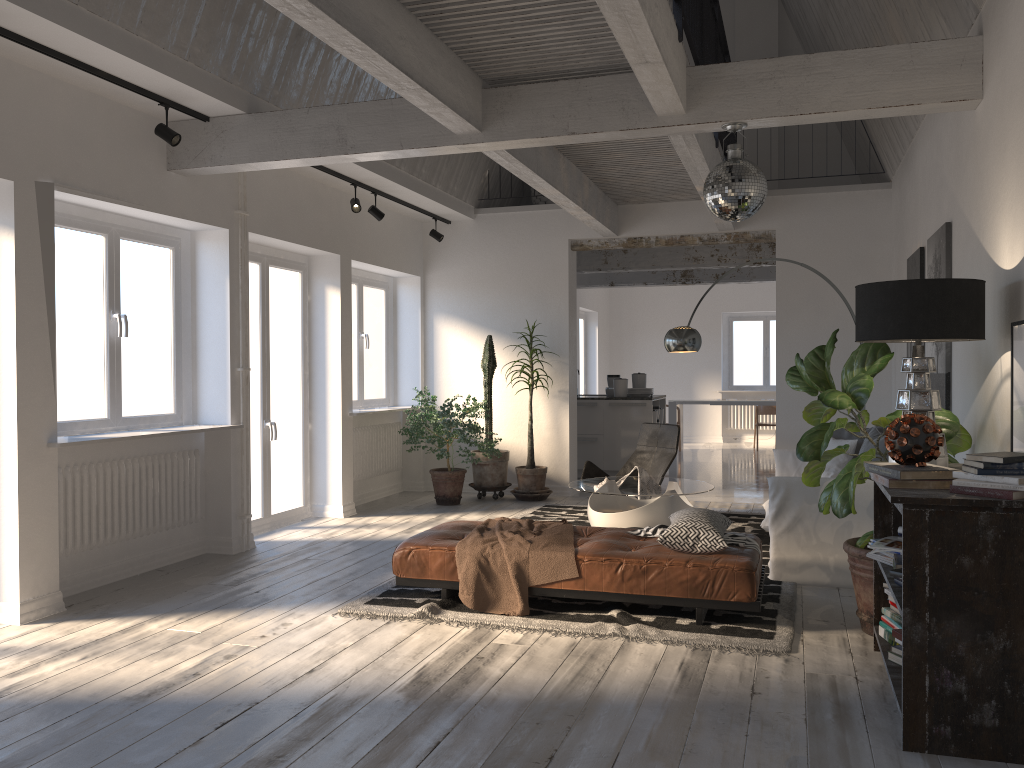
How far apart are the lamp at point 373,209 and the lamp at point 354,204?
0.3m

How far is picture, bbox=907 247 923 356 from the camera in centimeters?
629cm

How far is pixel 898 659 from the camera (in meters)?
3.62

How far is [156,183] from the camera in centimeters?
572cm

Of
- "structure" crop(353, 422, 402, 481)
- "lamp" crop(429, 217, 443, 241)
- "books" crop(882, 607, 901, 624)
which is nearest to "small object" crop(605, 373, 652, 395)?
"structure" crop(353, 422, 402, 481)

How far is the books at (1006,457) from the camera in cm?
300

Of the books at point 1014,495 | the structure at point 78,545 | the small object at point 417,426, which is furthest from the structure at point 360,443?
the books at point 1014,495

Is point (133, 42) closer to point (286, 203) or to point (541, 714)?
point (286, 203)

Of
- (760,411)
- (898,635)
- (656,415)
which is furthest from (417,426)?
(760,411)

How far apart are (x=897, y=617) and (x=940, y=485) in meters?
0.9 m
